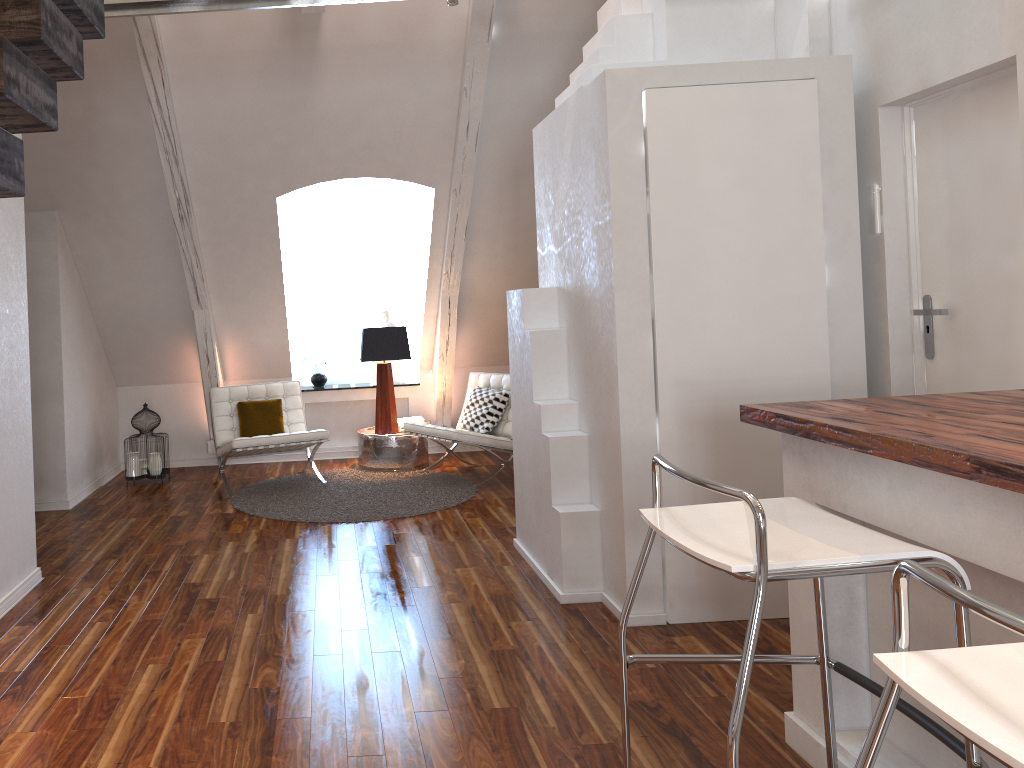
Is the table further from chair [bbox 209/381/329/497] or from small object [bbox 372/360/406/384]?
small object [bbox 372/360/406/384]

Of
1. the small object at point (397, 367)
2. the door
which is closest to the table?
the small object at point (397, 367)

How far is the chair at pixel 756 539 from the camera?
1.6 meters

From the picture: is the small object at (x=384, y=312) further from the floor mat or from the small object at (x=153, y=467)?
the small object at (x=153, y=467)

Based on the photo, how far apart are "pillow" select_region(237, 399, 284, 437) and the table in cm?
58

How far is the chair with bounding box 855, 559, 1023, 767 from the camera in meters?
1.0

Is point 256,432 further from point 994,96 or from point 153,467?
point 994,96

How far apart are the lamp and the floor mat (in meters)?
0.31

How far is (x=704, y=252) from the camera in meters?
3.1 m

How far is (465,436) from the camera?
5.37m
